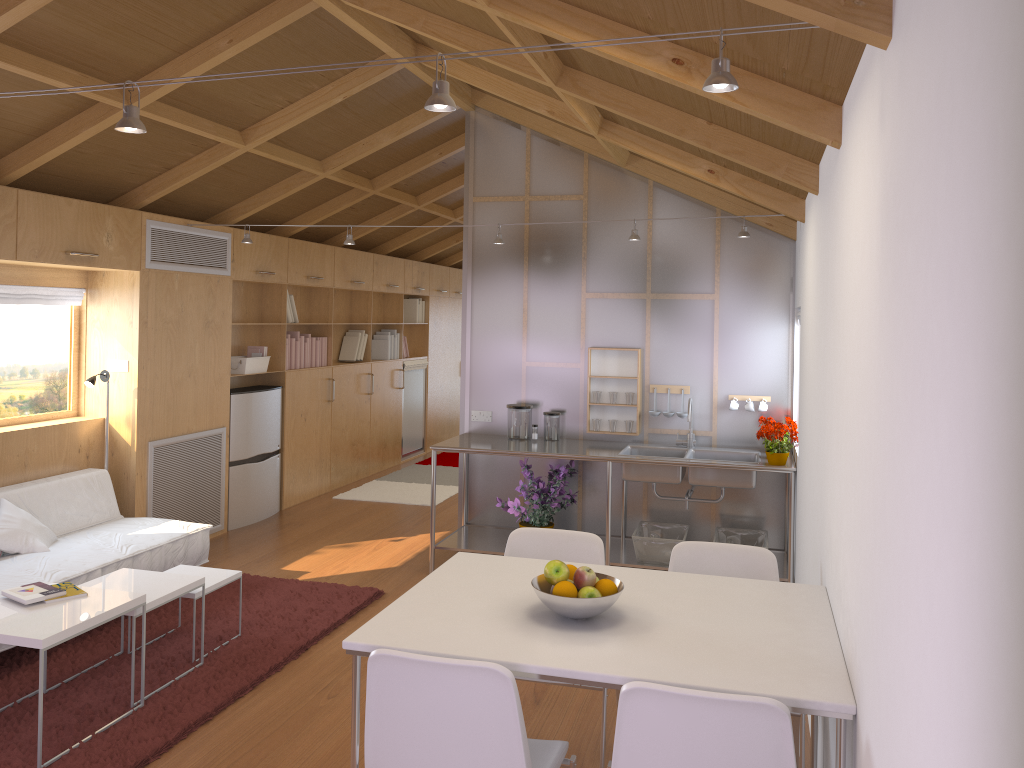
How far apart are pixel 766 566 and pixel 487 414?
3.1m

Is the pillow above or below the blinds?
below

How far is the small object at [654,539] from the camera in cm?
508

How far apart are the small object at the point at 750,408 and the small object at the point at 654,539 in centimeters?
83cm

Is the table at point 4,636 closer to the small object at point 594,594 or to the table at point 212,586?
the table at point 212,586

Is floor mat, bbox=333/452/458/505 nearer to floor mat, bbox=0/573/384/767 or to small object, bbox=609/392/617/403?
floor mat, bbox=0/573/384/767

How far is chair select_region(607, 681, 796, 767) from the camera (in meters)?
1.89

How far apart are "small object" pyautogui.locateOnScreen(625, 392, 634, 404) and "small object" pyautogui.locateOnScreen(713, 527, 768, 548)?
1.0 meters

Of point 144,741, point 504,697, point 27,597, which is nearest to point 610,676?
point 504,697

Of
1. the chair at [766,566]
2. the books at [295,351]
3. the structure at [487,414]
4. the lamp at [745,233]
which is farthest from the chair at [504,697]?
the books at [295,351]
